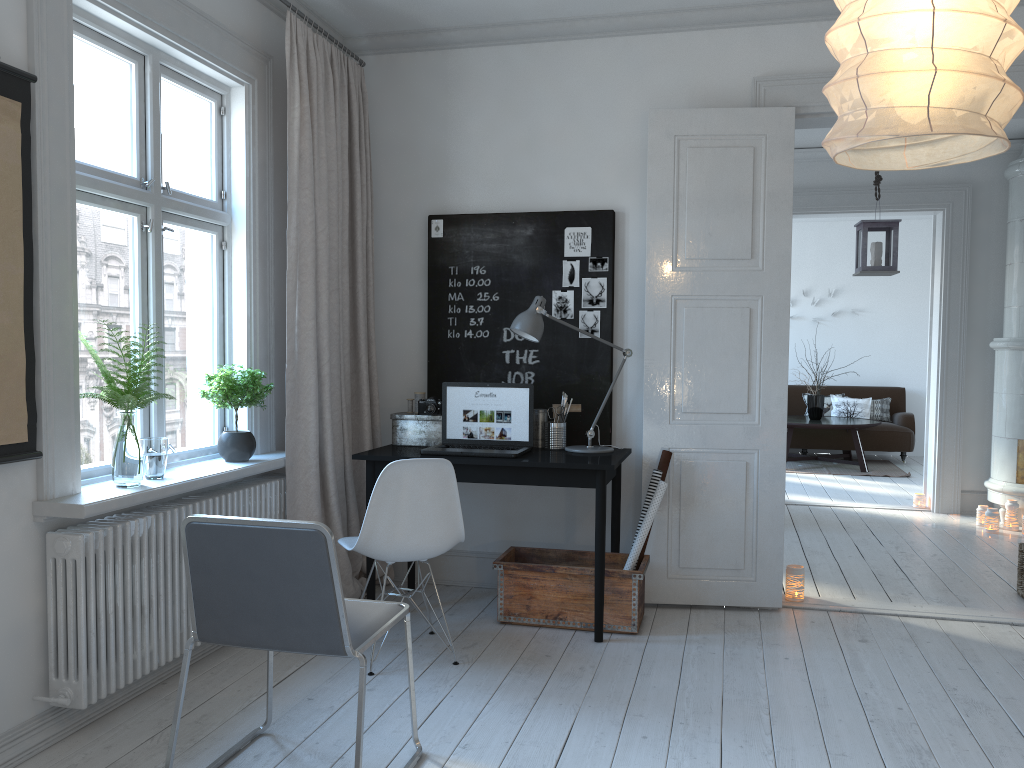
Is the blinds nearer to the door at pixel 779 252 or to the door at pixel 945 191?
the door at pixel 779 252

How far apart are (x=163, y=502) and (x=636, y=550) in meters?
2.0

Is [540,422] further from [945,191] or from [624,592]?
[945,191]

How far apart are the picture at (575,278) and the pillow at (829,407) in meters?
6.9

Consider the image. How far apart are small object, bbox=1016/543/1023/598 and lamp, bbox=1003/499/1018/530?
1.8m

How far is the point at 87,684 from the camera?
2.76m

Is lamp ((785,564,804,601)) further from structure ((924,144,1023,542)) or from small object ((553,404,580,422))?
structure ((924,144,1023,542))

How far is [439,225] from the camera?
4.5 meters

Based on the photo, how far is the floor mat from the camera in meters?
9.2

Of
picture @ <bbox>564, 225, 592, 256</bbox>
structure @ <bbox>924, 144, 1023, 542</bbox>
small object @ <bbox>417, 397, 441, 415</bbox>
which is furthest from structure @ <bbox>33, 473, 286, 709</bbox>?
structure @ <bbox>924, 144, 1023, 542</bbox>
